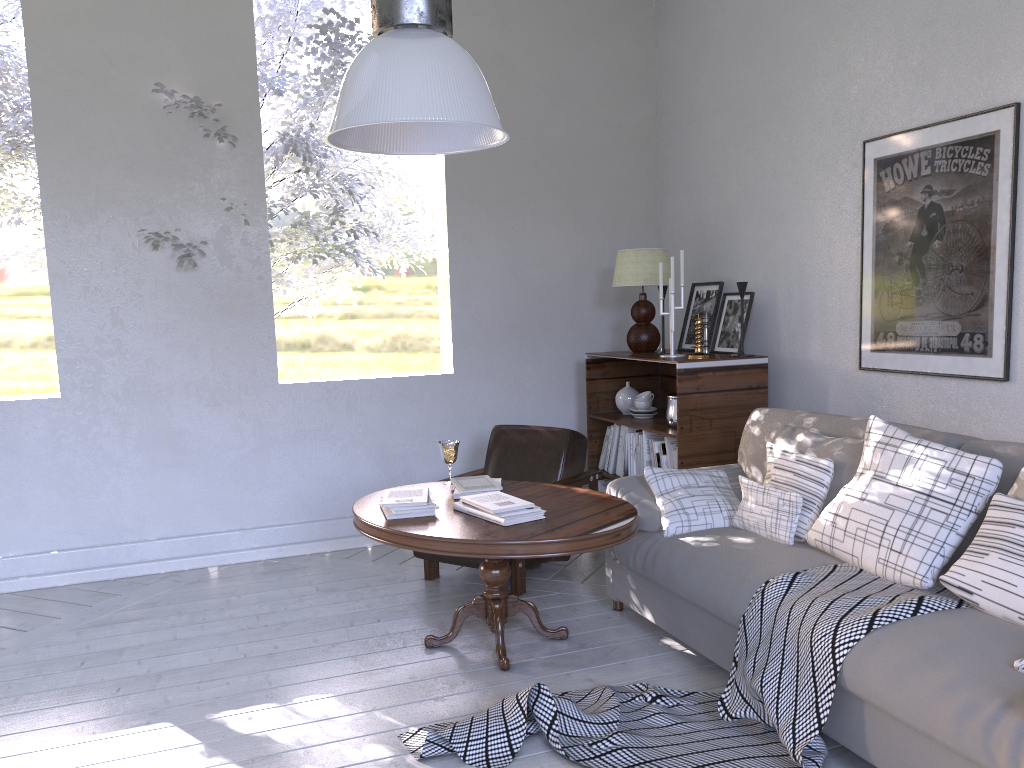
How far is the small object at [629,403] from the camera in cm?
394

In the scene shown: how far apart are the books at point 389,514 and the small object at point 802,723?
0.63m

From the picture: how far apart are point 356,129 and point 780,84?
2.20m

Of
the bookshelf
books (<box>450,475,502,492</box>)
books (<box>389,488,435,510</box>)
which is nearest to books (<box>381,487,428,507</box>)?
books (<box>389,488,435,510</box>)

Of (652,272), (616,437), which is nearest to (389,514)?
(616,437)

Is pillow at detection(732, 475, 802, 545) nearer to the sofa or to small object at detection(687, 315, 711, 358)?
the sofa

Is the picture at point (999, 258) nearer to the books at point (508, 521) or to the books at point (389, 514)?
the books at point (508, 521)

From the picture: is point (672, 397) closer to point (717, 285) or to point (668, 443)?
point (668, 443)

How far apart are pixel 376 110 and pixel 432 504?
1.3m

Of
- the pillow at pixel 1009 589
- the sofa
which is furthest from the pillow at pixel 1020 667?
the pillow at pixel 1009 589
